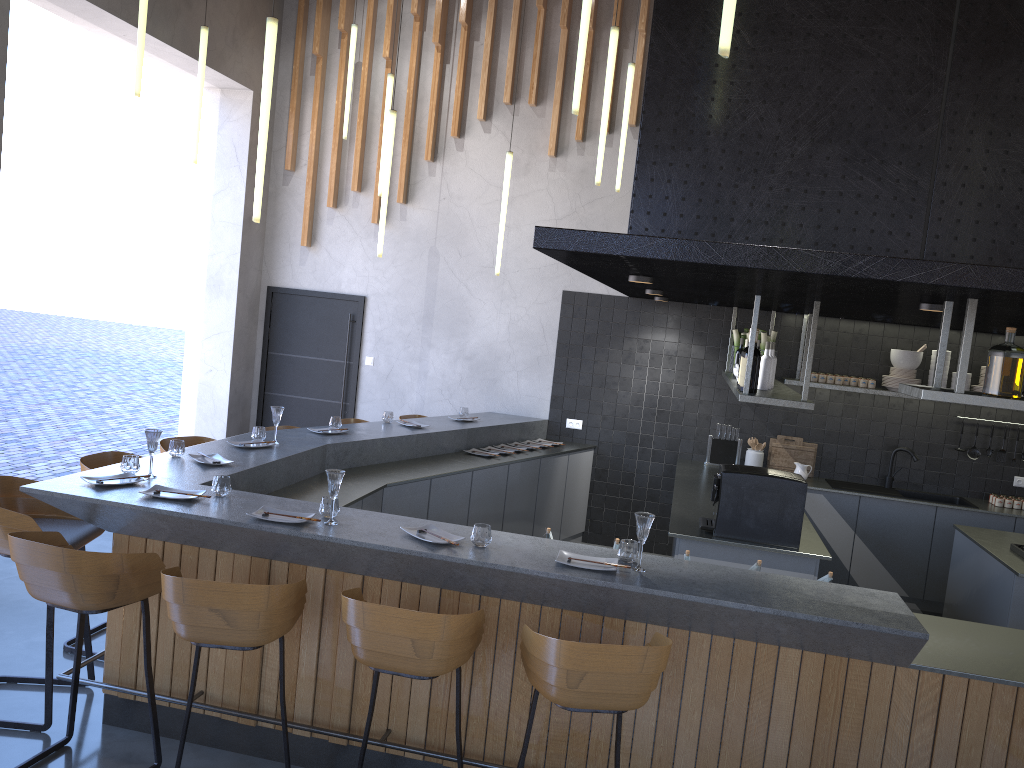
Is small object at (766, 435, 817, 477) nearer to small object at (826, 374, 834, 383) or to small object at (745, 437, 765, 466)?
small object at (745, 437, 765, 466)

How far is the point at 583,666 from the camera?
2.85m

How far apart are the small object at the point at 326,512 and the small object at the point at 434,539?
0.3m

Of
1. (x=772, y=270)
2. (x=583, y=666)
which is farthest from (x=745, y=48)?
(x=583, y=666)

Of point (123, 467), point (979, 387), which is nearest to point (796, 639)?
point (123, 467)

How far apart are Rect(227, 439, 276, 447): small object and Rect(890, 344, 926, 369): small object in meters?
5.1

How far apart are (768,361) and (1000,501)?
3.1m

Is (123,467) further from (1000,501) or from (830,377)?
(1000,501)

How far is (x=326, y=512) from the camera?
3.8m

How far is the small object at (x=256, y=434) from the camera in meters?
5.5
